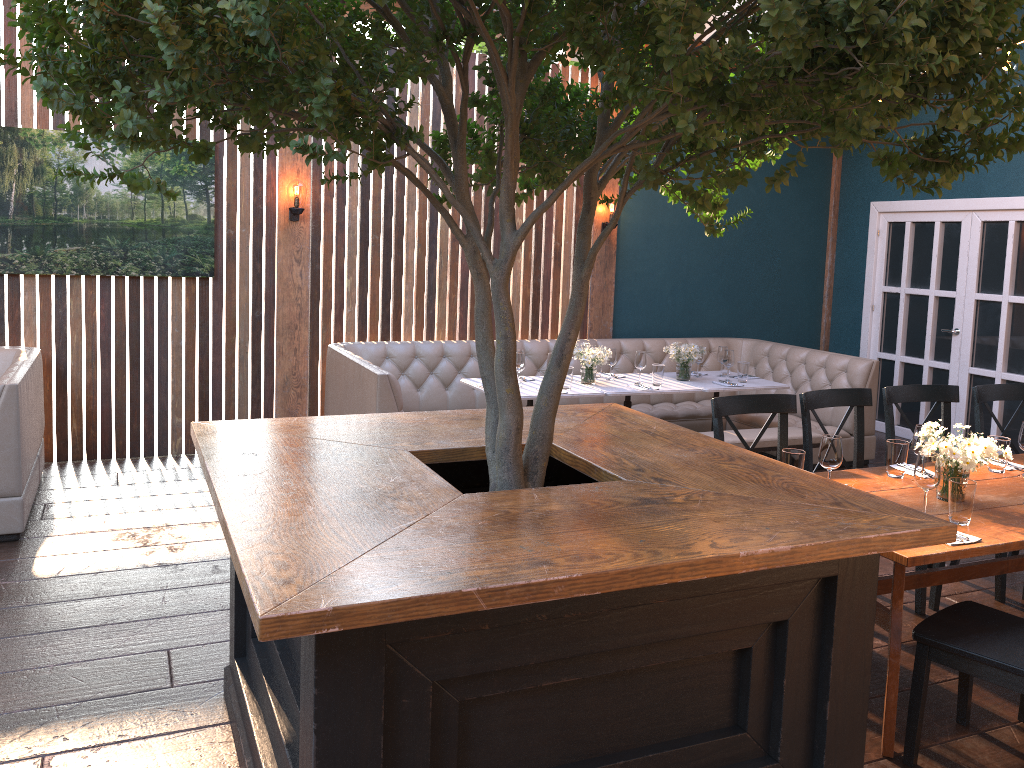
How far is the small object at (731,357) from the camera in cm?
686

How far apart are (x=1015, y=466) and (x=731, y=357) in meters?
2.9 m

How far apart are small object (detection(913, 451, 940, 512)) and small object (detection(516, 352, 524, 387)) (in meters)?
3.29

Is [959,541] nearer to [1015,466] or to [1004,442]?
[1004,442]

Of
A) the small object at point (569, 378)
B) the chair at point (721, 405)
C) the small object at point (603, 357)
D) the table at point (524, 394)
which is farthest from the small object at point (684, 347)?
the chair at point (721, 405)

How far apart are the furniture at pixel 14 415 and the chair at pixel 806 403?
4.0m

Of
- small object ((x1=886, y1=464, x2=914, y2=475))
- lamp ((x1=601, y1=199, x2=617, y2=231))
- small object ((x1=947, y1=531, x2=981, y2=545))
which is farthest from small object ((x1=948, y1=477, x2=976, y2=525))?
lamp ((x1=601, y1=199, x2=617, y2=231))

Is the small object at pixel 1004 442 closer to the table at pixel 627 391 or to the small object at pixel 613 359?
the table at pixel 627 391

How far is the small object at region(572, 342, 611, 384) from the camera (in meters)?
6.38

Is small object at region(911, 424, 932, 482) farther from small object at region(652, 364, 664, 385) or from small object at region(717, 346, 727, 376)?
small object at region(717, 346, 727, 376)
